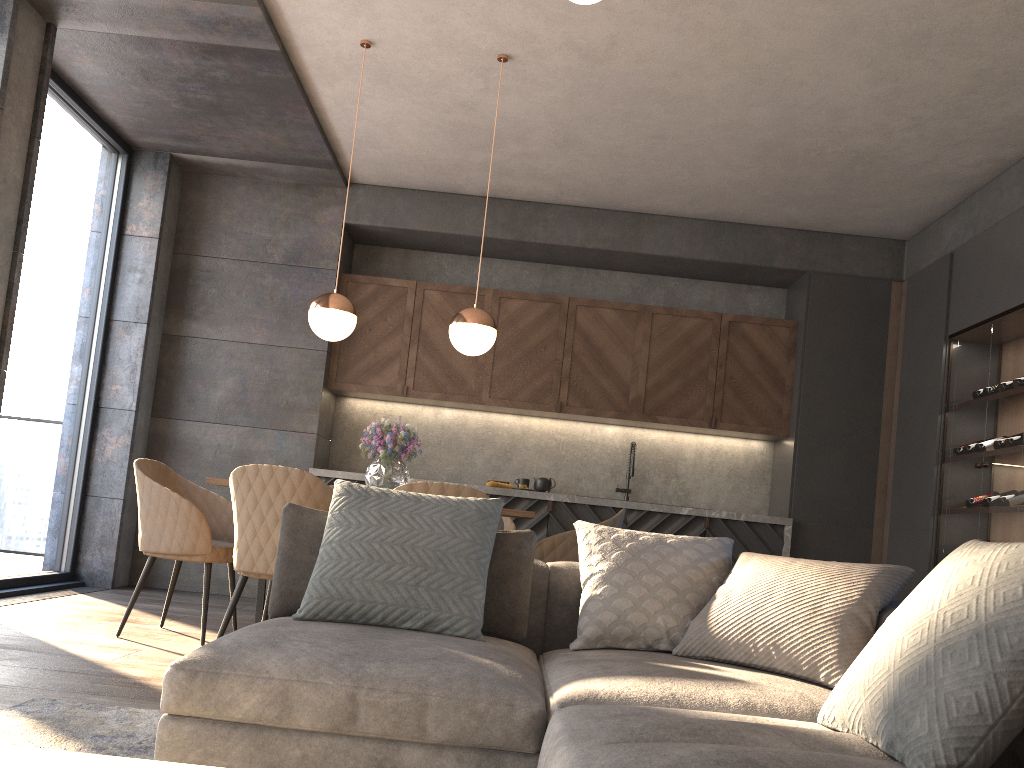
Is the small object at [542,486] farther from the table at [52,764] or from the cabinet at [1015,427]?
the table at [52,764]

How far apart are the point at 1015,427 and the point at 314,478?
3.75m

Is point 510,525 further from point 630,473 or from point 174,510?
point 630,473

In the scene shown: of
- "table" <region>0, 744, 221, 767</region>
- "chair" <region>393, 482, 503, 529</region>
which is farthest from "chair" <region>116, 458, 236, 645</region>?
"table" <region>0, 744, 221, 767</region>

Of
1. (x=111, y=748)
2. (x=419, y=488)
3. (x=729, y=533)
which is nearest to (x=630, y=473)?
(x=729, y=533)

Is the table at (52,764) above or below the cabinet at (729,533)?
below

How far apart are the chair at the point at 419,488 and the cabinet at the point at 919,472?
3.4 meters

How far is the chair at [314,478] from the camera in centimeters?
346cm

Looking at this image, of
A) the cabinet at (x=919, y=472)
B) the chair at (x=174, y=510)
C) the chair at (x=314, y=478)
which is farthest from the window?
the cabinet at (x=919, y=472)

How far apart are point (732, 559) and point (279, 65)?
4.24m
